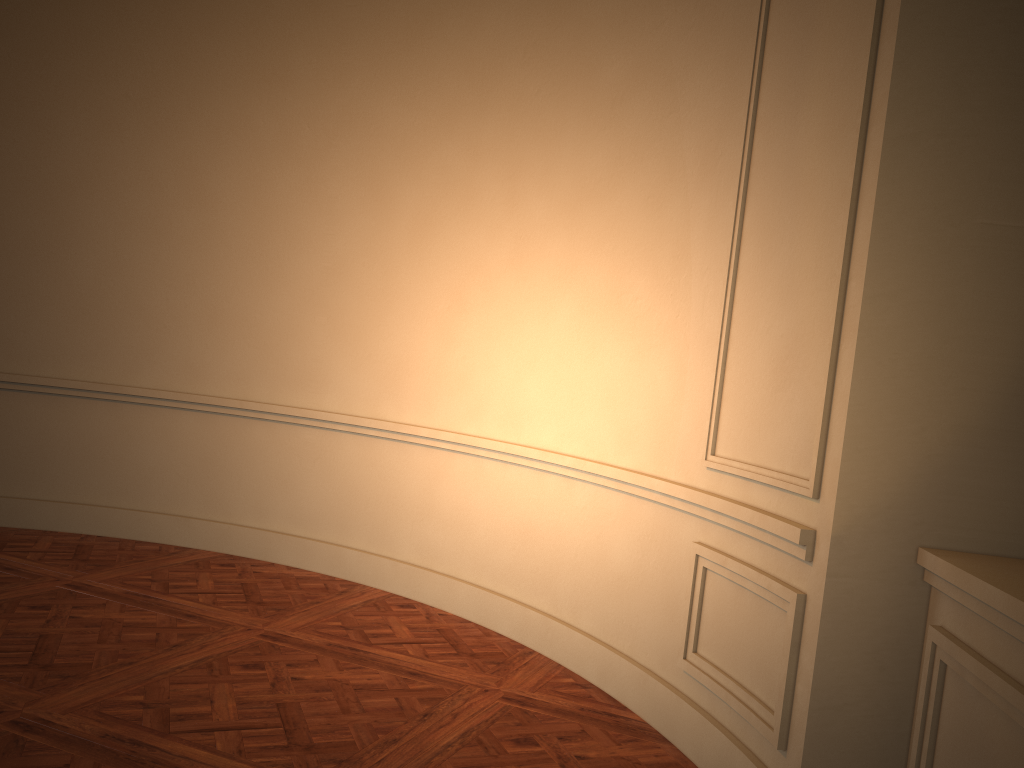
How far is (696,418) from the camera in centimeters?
317cm

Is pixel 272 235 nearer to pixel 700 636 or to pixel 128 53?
pixel 128 53
